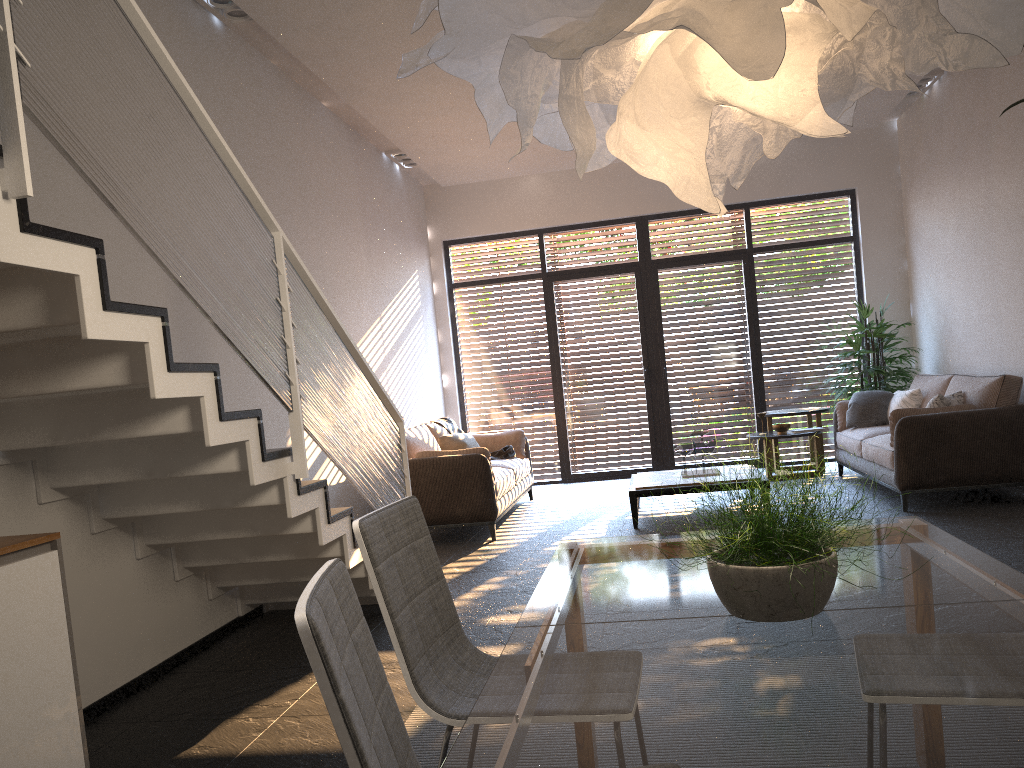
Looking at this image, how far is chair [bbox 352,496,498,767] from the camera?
1.96m

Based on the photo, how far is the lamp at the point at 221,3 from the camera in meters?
5.2 m

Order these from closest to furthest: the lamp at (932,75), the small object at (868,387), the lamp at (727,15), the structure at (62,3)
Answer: the lamp at (727,15) < the structure at (62,3) < the lamp at (932,75) < the small object at (868,387)

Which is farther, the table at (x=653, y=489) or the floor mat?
the table at (x=653, y=489)

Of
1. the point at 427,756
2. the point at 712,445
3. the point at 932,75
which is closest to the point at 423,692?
the point at 427,756

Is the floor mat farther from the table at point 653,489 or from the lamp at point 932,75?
the lamp at point 932,75

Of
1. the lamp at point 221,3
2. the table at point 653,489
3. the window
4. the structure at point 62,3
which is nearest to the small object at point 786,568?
the structure at point 62,3

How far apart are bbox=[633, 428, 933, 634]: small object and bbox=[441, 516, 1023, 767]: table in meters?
0.0 m

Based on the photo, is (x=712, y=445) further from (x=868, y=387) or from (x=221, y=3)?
(x=221, y=3)

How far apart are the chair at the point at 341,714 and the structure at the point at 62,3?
1.23m
